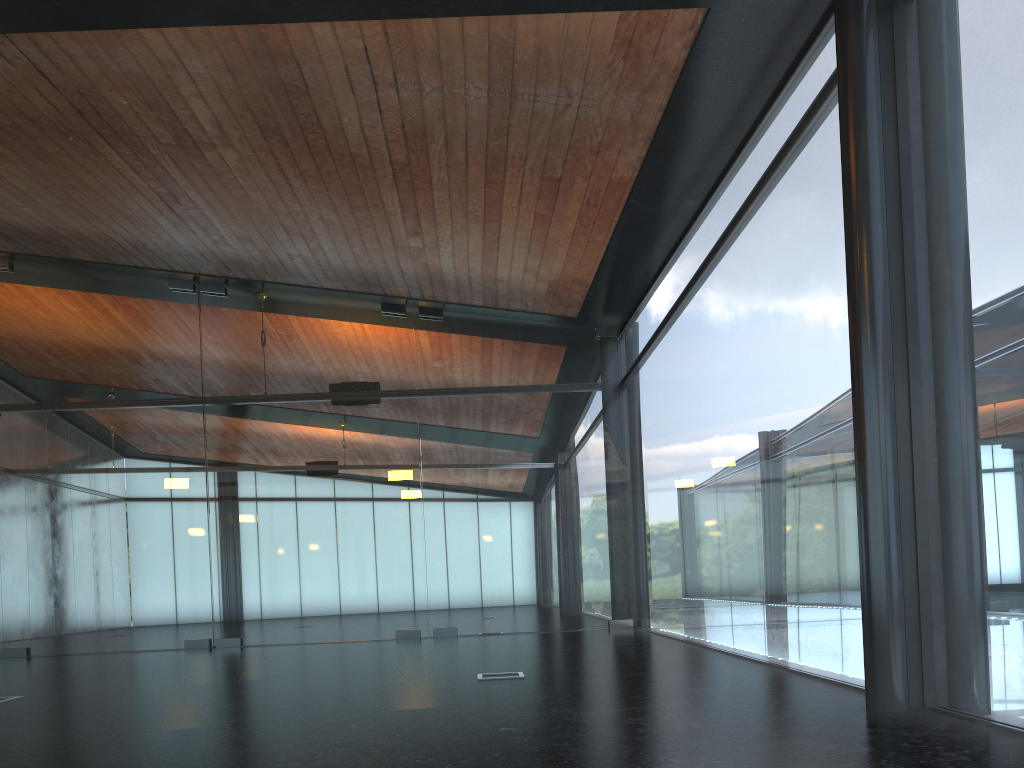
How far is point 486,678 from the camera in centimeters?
702cm

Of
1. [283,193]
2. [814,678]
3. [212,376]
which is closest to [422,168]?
[283,193]
